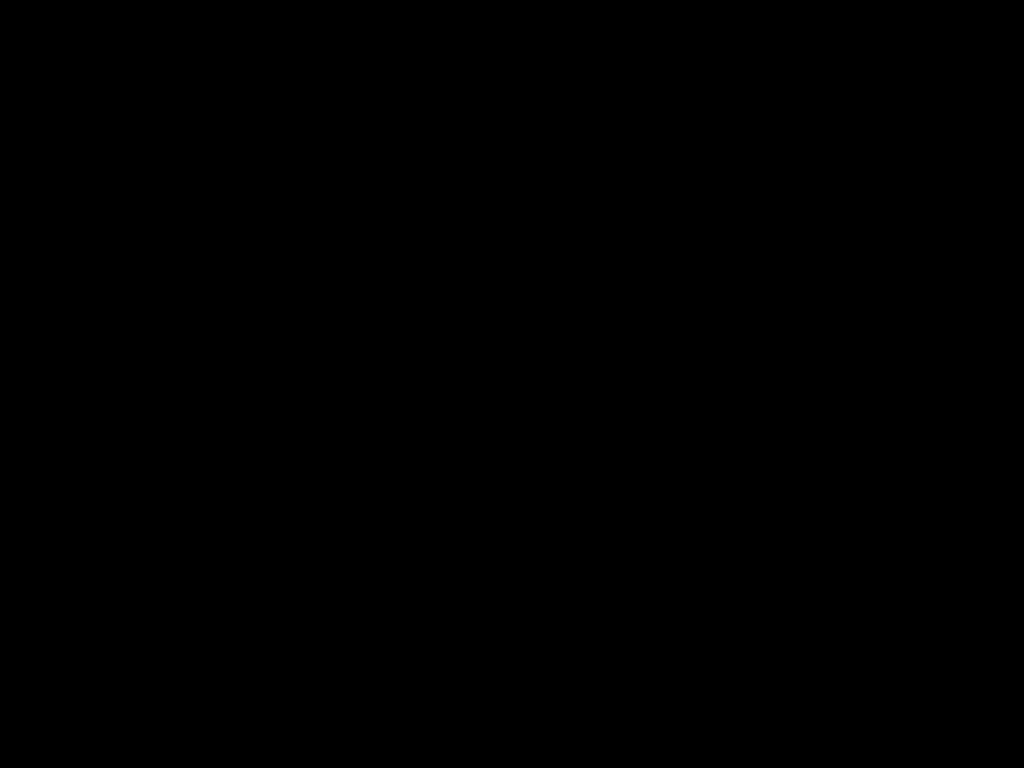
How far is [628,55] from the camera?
1.2 meters

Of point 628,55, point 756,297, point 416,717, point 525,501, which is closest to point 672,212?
point 756,297

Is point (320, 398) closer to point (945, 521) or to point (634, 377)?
point (634, 377)
